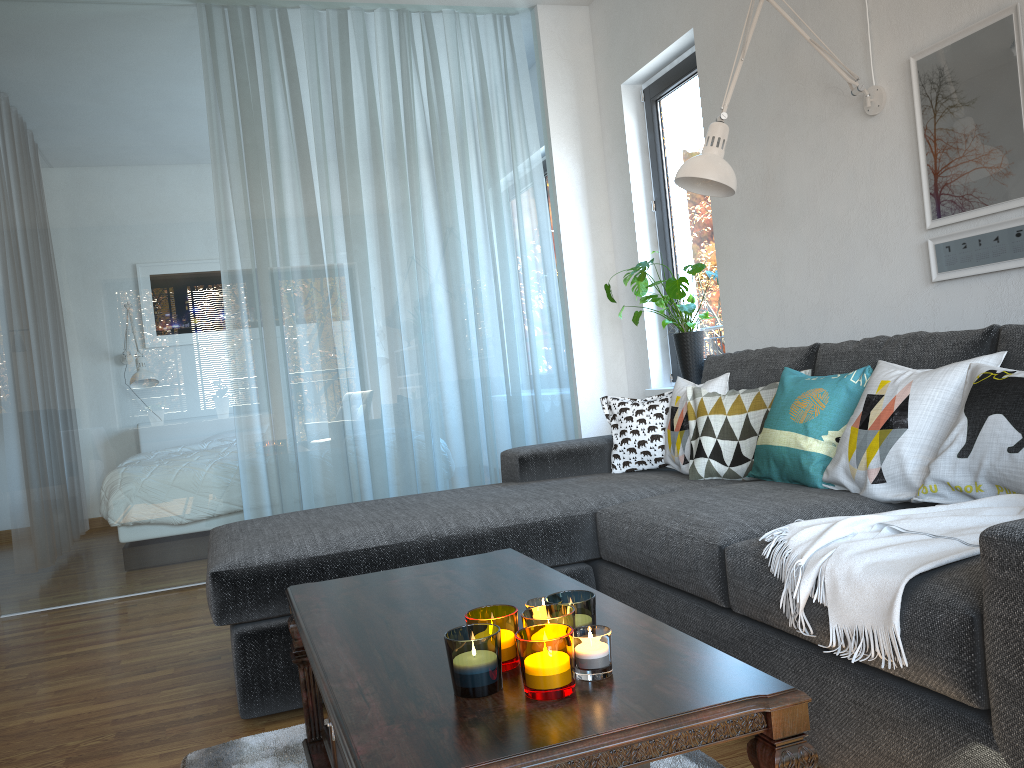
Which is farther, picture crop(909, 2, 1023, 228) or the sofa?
picture crop(909, 2, 1023, 228)

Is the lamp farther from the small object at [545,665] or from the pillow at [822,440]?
the small object at [545,665]

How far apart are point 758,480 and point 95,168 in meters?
3.3 m

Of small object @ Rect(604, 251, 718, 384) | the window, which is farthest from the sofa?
the window

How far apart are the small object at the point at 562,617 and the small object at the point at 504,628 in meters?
0.0 m

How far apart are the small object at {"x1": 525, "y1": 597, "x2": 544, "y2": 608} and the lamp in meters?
1.8 m

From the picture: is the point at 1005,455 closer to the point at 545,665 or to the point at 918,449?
the point at 918,449

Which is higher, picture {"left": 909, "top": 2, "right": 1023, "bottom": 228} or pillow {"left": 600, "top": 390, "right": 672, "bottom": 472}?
picture {"left": 909, "top": 2, "right": 1023, "bottom": 228}

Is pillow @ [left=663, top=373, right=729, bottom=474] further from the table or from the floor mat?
the floor mat

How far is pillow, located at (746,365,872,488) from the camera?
2.4m
